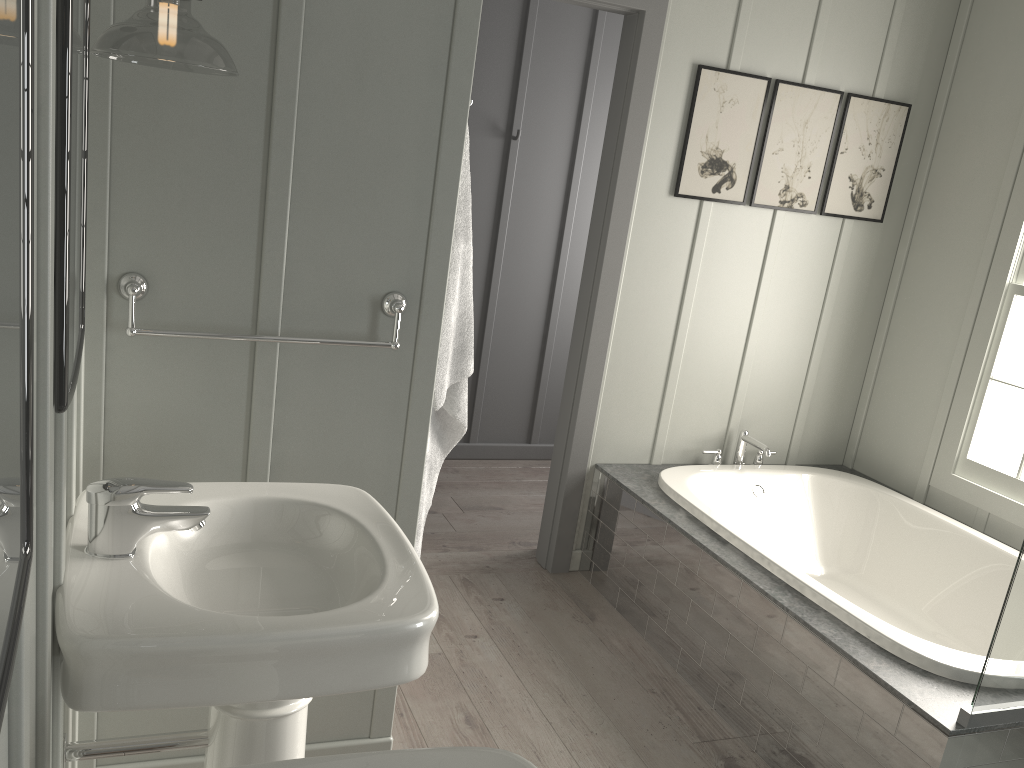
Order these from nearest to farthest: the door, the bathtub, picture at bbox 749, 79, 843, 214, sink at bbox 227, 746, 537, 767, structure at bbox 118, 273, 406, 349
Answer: sink at bbox 227, 746, 537, 767, structure at bbox 118, 273, 406, 349, the bathtub, the door, picture at bbox 749, 79, 843, 214

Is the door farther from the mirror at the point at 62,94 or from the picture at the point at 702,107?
the mirror at the point at 62,94

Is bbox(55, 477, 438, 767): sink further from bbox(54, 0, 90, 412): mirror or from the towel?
the towel

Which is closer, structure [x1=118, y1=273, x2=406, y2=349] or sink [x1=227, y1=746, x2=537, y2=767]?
sink [x1=227, y1=746, x2=537, y2=767]

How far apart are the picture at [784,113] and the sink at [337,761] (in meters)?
2.83

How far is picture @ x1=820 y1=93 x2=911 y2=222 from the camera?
3.51m

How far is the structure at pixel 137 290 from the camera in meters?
1.7

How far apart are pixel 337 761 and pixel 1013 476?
3.11m

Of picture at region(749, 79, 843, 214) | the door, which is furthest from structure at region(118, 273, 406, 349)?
picture at region(749, 79, 843, 214)

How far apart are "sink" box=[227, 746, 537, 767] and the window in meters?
2.9
